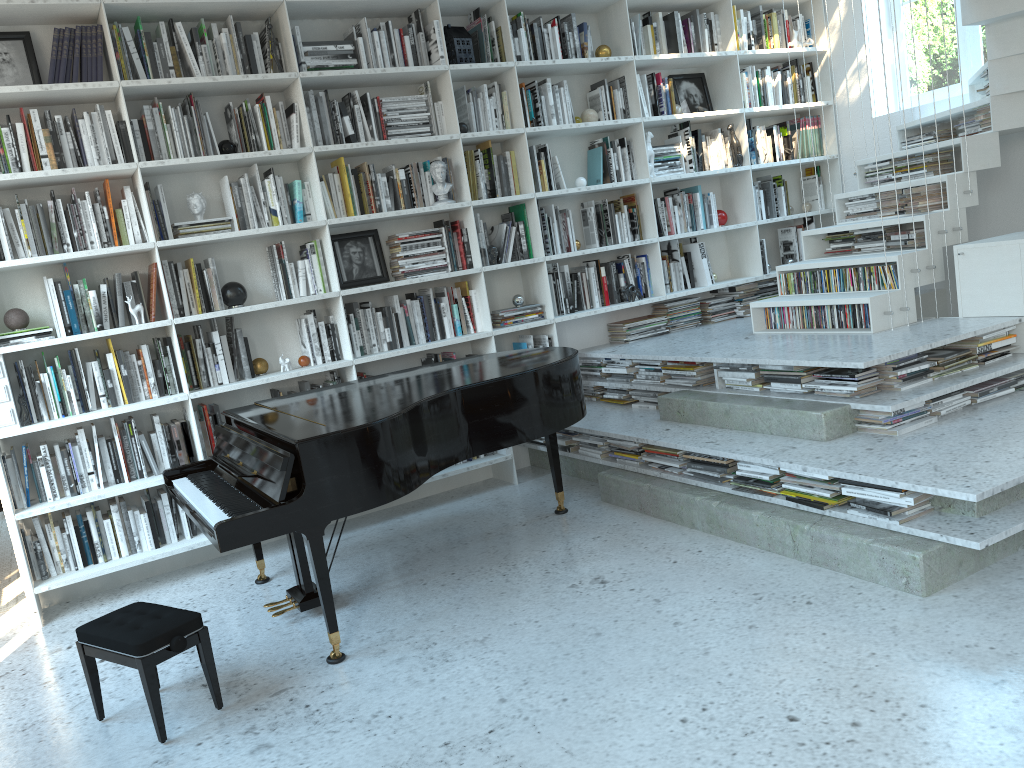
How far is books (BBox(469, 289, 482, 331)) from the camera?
5.10m

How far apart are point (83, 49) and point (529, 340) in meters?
2.7

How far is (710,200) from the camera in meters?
5.9 m

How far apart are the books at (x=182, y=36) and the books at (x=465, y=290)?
1.77m

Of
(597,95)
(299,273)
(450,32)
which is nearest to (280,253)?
(299,273)

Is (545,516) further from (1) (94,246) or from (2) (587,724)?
(1) (94,246)

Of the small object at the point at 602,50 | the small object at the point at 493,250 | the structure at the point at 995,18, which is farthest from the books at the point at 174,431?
the small object at the point at 602,50

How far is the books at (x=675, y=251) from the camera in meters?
5.8 m

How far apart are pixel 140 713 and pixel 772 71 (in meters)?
5.47

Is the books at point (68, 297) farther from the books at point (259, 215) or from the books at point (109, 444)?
the books at point (259, 215)
